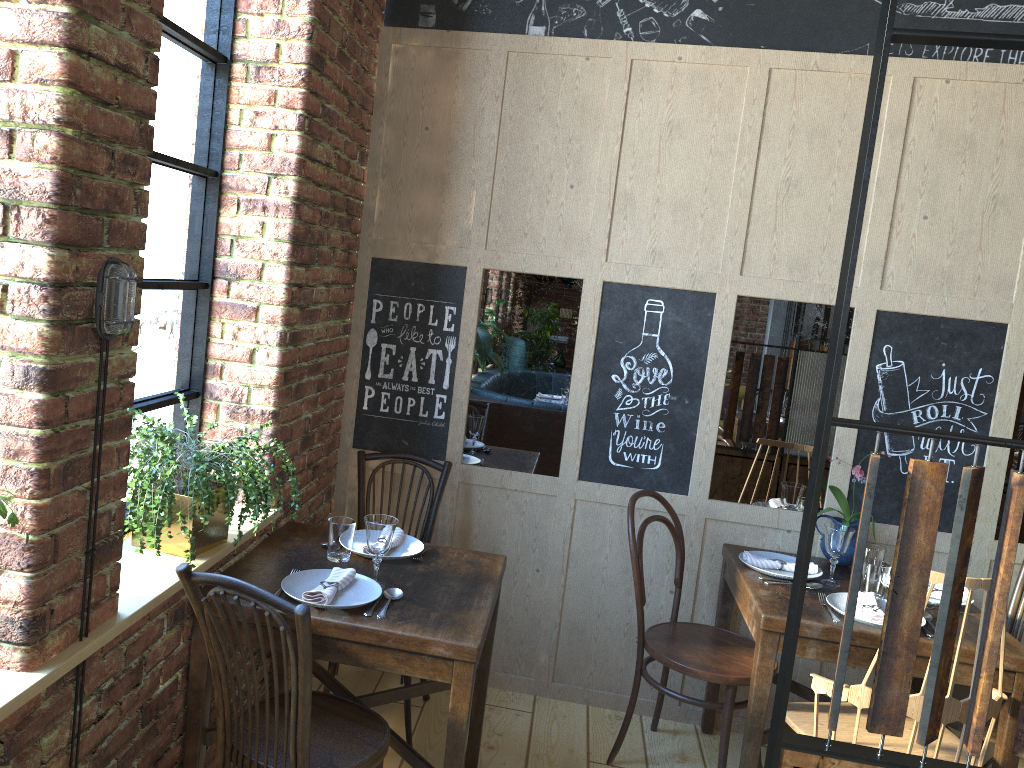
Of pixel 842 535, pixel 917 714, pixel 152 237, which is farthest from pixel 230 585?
pixel 842 535

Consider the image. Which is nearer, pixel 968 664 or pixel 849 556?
pixel 968 664

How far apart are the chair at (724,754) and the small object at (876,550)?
0.52m

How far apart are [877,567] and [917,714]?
0.61m

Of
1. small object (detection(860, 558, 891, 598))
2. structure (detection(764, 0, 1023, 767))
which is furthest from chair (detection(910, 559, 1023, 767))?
structure (detection(764, 0, 1023, 767))

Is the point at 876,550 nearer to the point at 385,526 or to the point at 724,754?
the point at 724,754

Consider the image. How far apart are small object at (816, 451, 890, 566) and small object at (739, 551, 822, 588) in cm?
18

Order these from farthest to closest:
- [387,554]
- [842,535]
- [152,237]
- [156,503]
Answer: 1. [842,535]
2. [387,554]
3. [152,237]
4. [156,503]

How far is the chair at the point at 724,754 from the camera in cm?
288

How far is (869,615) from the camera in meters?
2.7 m
